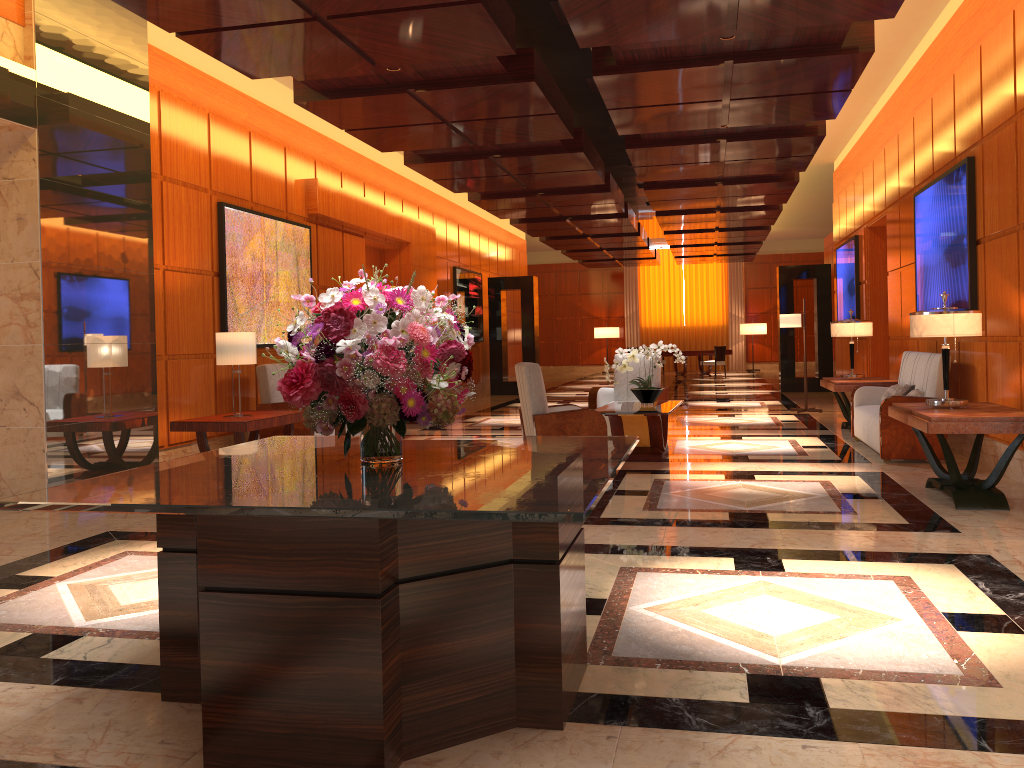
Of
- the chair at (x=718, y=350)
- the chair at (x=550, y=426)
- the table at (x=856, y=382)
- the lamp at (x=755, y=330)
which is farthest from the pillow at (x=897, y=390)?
the lamp at (x=755, y=330)

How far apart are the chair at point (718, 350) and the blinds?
5.4m

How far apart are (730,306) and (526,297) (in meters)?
12.27

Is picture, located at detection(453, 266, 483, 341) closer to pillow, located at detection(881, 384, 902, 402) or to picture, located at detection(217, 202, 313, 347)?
picture, located at detection(217, 202, 313, 347)

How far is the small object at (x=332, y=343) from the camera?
2.73m

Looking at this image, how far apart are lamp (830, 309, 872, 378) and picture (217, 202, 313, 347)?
6.15m

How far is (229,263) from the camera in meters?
8.8 m

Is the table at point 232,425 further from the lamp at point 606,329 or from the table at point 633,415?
the lamp at point 606,329

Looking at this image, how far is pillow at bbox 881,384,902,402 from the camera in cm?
874

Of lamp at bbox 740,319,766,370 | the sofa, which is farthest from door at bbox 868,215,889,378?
lamp at bbox 740,319,766,370
